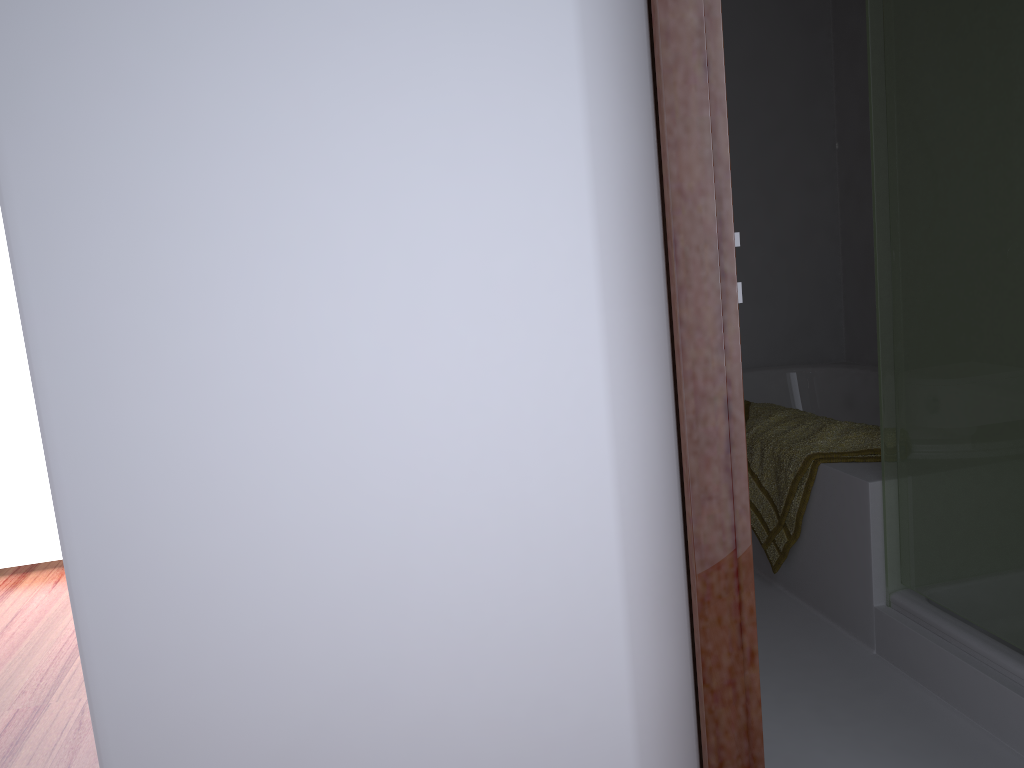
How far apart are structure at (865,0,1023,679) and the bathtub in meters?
1.4 m

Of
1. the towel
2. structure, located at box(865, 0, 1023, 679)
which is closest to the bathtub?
the towel

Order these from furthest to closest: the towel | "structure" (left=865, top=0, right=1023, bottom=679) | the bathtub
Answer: the bathtub → the towel → "structure" (left=865, top=0, right=1023, bottom=679)

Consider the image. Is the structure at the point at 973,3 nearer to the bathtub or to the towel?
the towel

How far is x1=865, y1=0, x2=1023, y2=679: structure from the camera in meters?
1.7 m

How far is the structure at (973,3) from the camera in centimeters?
175cm

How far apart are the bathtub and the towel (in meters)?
0.83

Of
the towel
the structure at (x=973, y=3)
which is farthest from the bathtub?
the structure at (x=973, y=3)

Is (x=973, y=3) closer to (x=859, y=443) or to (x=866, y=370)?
(x=859, y=443)

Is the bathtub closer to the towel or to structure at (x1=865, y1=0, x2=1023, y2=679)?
the towel
